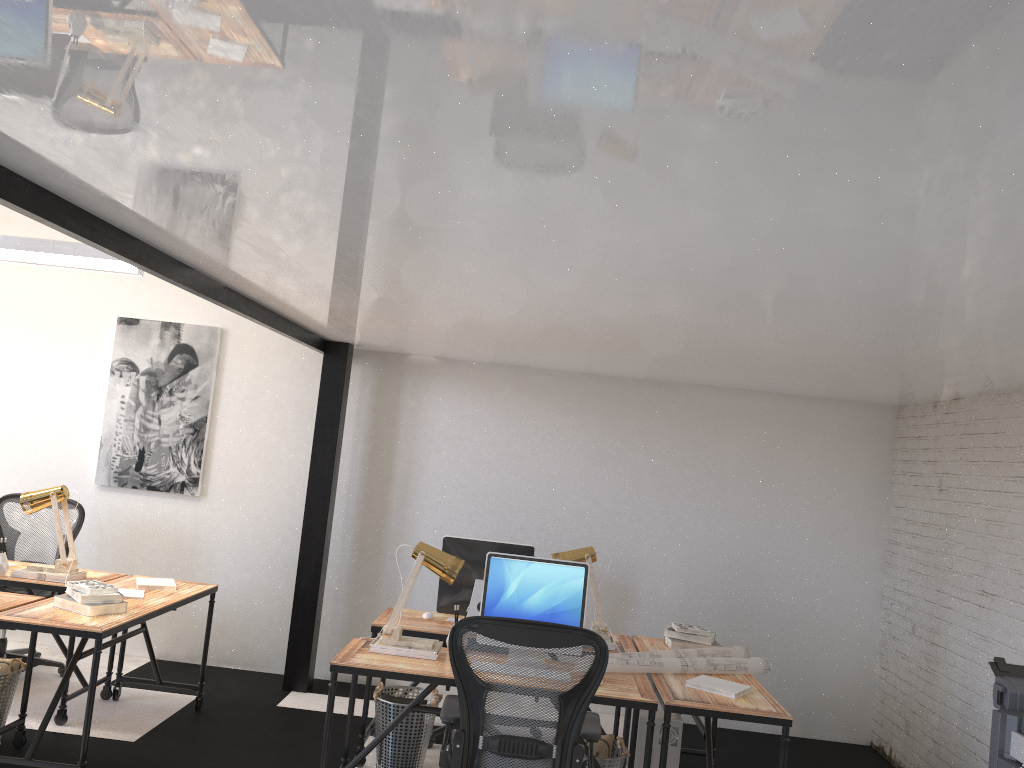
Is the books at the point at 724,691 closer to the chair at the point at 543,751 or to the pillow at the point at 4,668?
the chair at the point at 543,751

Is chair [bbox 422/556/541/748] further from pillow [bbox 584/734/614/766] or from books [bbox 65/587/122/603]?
books [bbox 65/587/122/603]

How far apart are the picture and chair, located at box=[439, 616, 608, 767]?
3.30m

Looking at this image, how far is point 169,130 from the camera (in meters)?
1.90

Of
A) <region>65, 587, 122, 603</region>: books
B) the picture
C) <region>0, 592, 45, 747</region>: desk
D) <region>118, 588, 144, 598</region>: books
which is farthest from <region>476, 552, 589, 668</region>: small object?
the picture

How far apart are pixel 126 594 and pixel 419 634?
1.5 meters

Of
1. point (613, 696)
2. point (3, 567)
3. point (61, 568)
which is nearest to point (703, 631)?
point (613, 696)

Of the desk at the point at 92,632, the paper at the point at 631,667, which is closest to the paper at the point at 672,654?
the paper at the point at 631,667

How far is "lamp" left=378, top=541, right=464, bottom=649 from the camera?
3.98m

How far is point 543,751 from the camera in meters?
3.2 m
